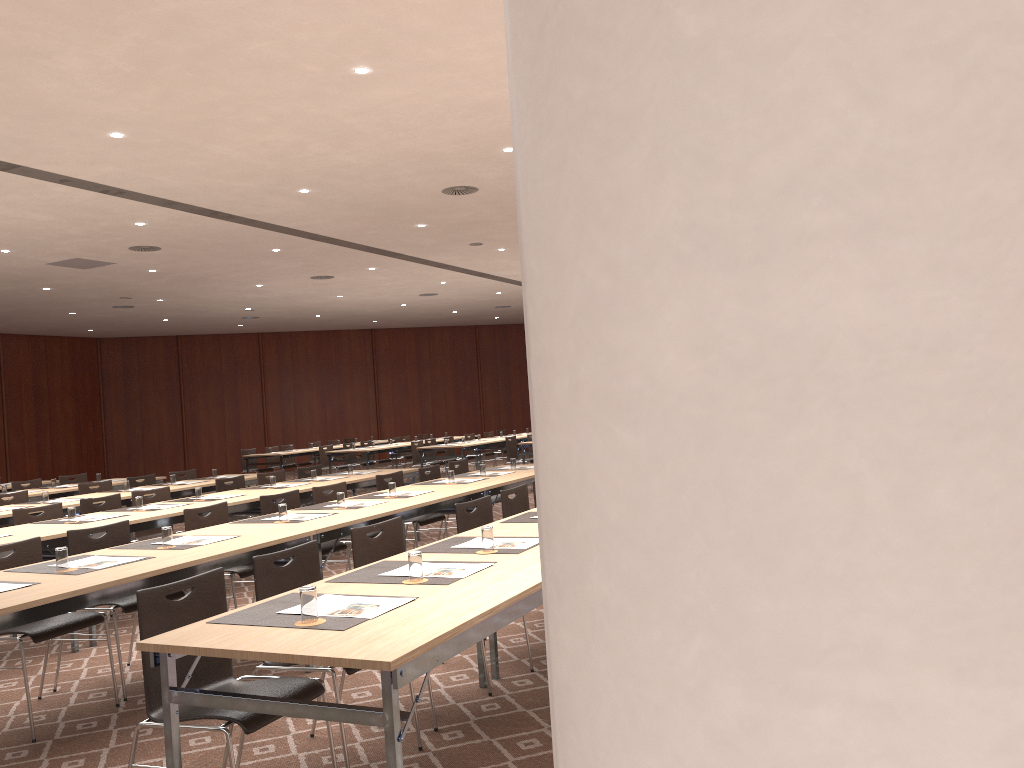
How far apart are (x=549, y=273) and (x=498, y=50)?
5.9 meters

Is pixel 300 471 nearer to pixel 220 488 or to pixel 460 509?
pixel 220 488

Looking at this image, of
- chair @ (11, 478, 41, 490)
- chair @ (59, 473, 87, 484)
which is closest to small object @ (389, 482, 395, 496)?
chair @ (11, 478, 41, 490)

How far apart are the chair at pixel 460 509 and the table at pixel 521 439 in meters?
12.0

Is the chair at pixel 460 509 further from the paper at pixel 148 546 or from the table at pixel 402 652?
the paper at pixel 148 546

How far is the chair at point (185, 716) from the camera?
3.0 meters

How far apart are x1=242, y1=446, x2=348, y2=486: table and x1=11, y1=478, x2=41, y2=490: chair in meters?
6.0 m

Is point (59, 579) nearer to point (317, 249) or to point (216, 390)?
point (317, 249)

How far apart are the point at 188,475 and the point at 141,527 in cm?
490

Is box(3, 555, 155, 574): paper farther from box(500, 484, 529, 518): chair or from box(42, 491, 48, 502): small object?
box(42, 491, 48, 502): small object
